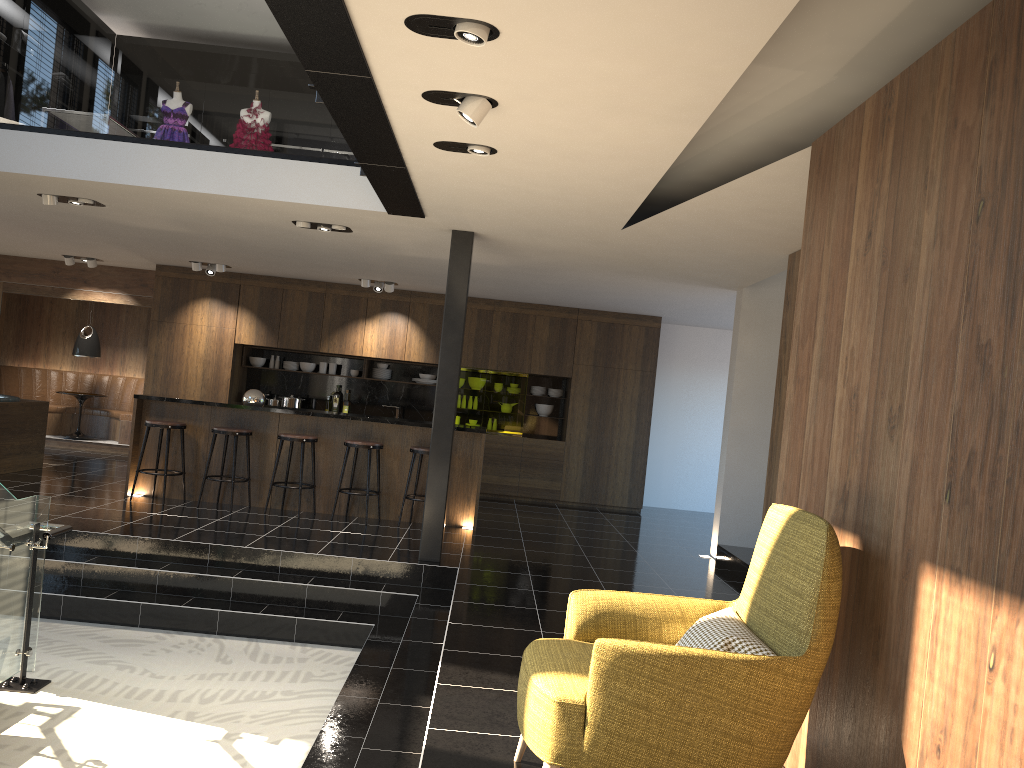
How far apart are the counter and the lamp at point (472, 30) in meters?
6.0

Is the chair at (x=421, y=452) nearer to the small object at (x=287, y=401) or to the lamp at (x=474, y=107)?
the small object at (x=287, y=401)

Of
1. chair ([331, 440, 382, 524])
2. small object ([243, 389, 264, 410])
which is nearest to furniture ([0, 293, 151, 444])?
small object ([243, 389, 264, 410])

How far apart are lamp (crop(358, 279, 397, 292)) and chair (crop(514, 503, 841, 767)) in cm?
836

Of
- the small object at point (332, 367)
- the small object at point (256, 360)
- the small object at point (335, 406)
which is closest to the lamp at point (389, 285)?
the small object at point (332, 367)

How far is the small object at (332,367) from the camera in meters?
12.5 m

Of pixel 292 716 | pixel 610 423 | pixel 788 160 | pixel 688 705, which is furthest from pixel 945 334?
pixel 610 423

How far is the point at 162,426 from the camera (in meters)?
8.66

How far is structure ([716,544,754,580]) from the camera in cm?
784

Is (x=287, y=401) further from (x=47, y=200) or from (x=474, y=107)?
(x=474, y=107)
